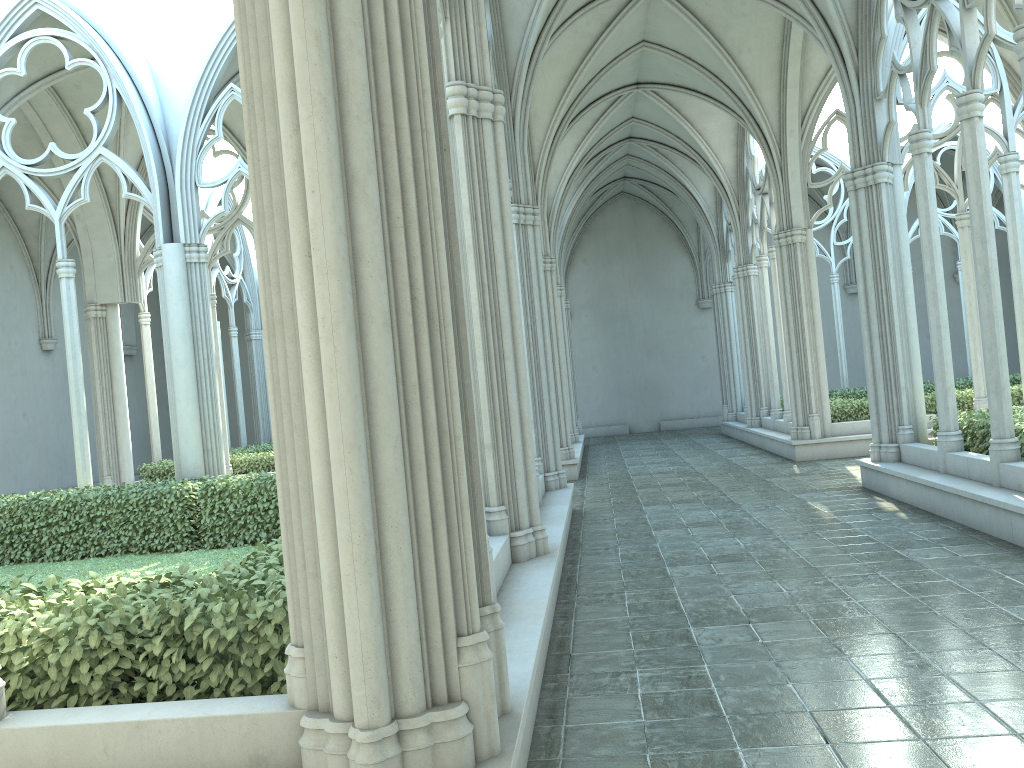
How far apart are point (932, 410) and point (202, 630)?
15.1 meters

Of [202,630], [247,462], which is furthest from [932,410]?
[202,630]

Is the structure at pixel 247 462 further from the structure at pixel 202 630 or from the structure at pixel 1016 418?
the structure at pixel 1016 418

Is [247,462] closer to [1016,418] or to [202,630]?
[1016,418]

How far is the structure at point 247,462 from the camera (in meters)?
17.14

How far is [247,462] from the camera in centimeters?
1714cm

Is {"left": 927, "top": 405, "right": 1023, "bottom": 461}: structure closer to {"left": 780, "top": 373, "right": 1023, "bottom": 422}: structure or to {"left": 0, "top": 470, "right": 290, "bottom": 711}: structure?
{"left": 780, "top": 373, "right": 1023, "bottom": 422}: structure

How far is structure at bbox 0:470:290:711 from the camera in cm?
367

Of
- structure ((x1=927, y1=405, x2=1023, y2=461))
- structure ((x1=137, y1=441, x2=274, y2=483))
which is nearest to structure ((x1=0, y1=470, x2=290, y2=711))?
structure ((x1=137, y1=441, x2=274, y2=483))

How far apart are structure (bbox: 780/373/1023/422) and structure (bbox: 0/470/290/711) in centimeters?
1016cm
